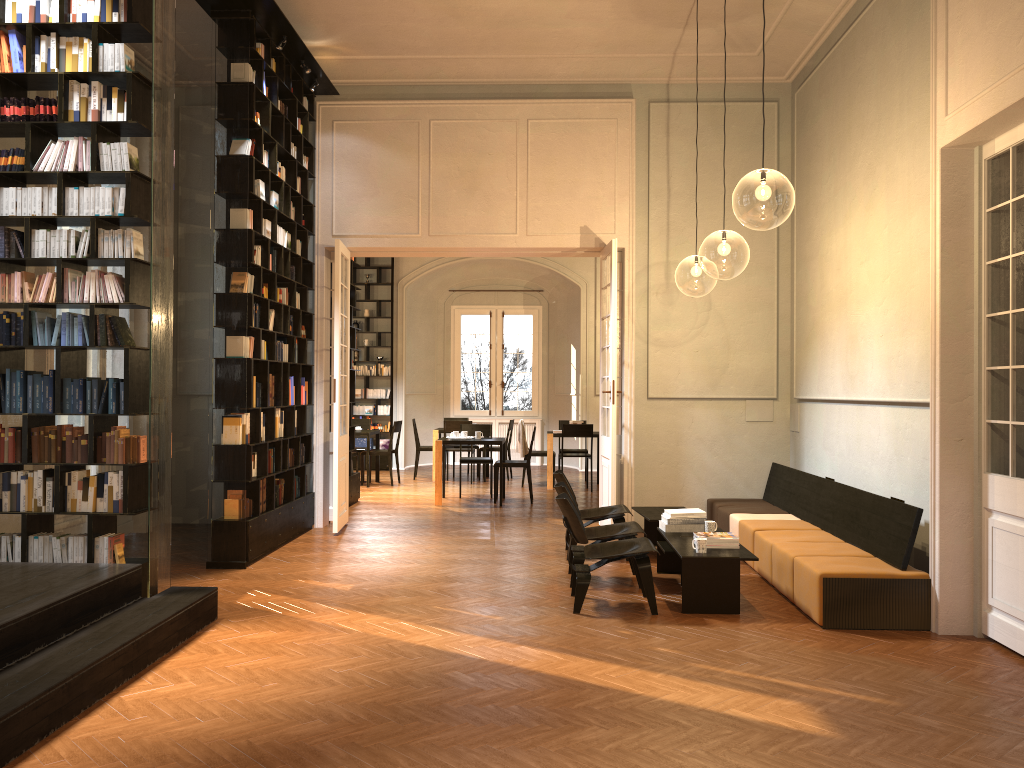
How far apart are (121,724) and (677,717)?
2.7m

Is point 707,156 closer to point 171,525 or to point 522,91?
point 522,91

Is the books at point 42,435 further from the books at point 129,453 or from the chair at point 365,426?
the chair at point 365,426

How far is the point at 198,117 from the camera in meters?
10.4 m

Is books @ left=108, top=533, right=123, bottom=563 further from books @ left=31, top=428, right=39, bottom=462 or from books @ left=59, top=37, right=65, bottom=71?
books @ left=59, top=37, right=65, bottom=71

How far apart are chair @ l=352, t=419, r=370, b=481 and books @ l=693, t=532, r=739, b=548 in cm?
985

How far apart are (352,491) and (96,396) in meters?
6.5

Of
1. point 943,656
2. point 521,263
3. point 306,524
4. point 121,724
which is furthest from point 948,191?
point 521,263

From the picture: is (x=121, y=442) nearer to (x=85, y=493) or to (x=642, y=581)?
(x=85, y=493)

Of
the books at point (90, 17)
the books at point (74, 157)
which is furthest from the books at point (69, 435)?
the books at point (90, 17)
